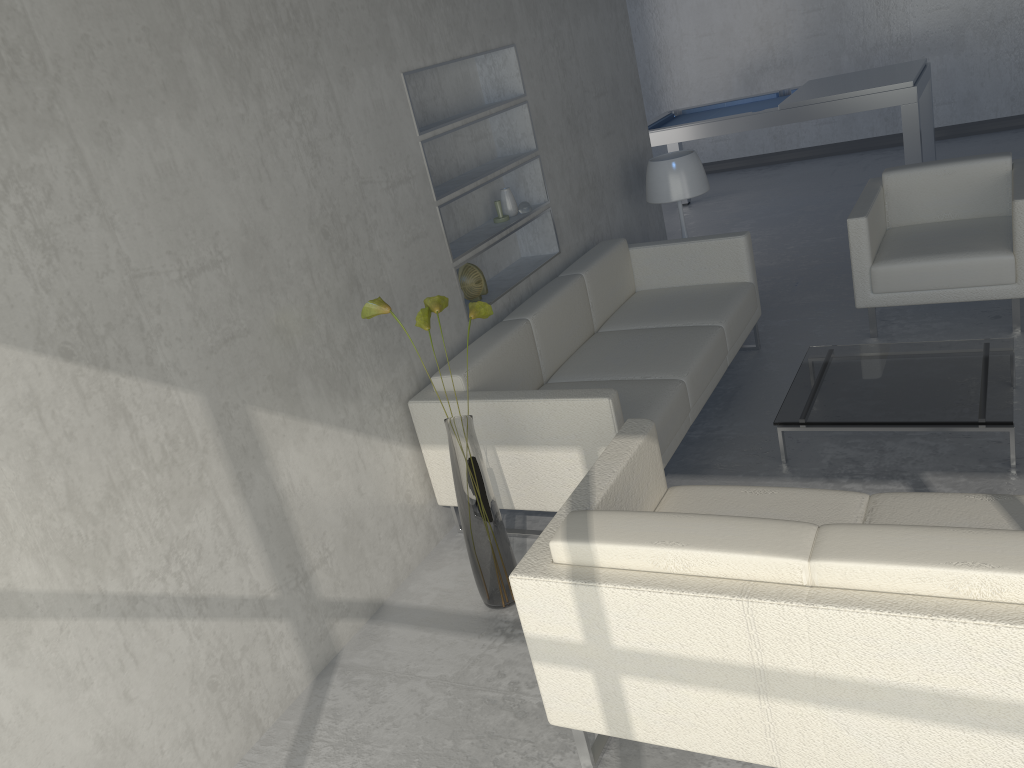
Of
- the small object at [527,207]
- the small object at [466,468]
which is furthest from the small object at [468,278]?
the small object at [466,468]

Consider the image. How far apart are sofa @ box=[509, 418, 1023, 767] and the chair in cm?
201

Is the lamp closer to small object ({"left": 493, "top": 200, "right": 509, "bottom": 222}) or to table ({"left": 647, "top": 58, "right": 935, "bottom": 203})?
small object ({"left": 493, "top": 200, "right": 509, "bottom": 222})

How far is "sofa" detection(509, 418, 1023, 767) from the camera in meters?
1.6 m

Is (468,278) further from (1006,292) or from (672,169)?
(1006,292)

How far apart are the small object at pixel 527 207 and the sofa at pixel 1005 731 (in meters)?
1.83

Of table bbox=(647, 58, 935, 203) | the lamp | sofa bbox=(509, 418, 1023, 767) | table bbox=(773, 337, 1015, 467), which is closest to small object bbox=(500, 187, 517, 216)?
the lamp

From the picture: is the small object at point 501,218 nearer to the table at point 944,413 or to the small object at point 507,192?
the small object at point 507,192

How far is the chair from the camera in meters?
3.9

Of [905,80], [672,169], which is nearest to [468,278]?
[672,169]
